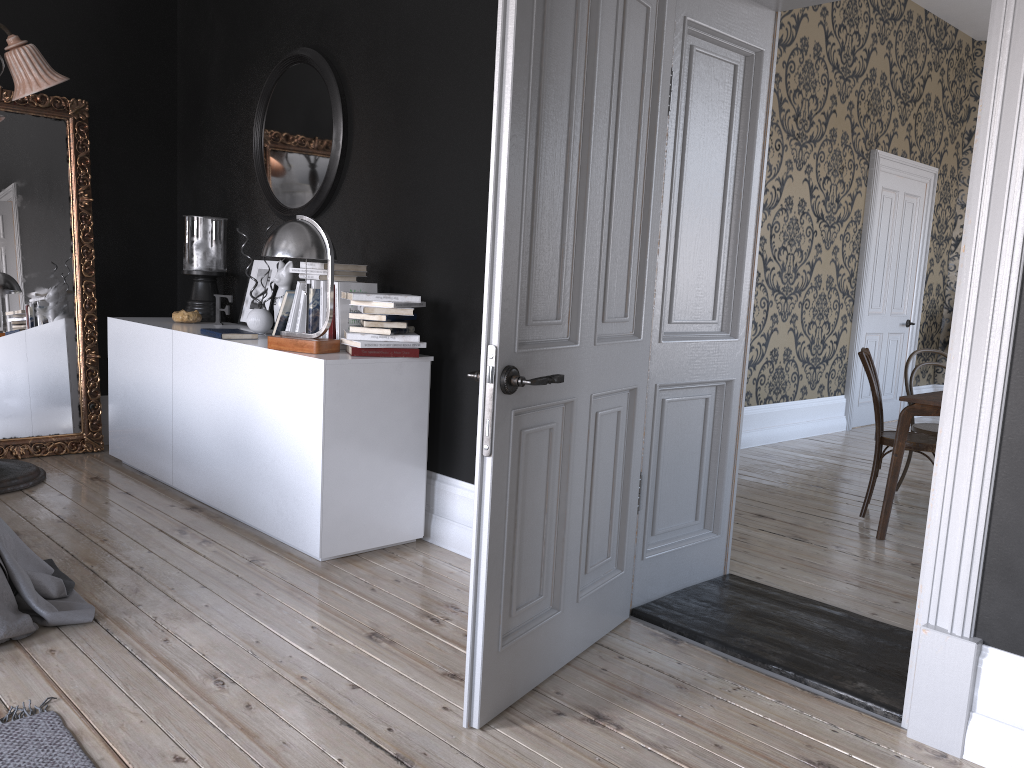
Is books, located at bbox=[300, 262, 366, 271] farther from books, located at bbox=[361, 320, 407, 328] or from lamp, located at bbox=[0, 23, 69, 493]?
lamp, located at bbox=[0, 23, 69, 493]

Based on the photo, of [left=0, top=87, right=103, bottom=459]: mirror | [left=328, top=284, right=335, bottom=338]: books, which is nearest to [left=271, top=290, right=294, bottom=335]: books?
[left=328, top=284, right=335, bottom=338]: books

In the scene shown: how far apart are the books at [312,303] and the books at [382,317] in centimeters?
39cm

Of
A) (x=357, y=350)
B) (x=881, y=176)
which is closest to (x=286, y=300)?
(x=357, y=350)

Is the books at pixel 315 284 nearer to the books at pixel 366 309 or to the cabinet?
the cabinet

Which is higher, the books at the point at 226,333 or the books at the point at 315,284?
the books at the point at 315,284

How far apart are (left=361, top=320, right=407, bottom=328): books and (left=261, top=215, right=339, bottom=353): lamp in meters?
0.2

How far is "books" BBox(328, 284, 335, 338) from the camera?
4.1 meters

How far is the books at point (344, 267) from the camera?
4.19m

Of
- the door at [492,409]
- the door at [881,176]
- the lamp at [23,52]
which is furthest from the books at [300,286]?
the door at [881,176]
